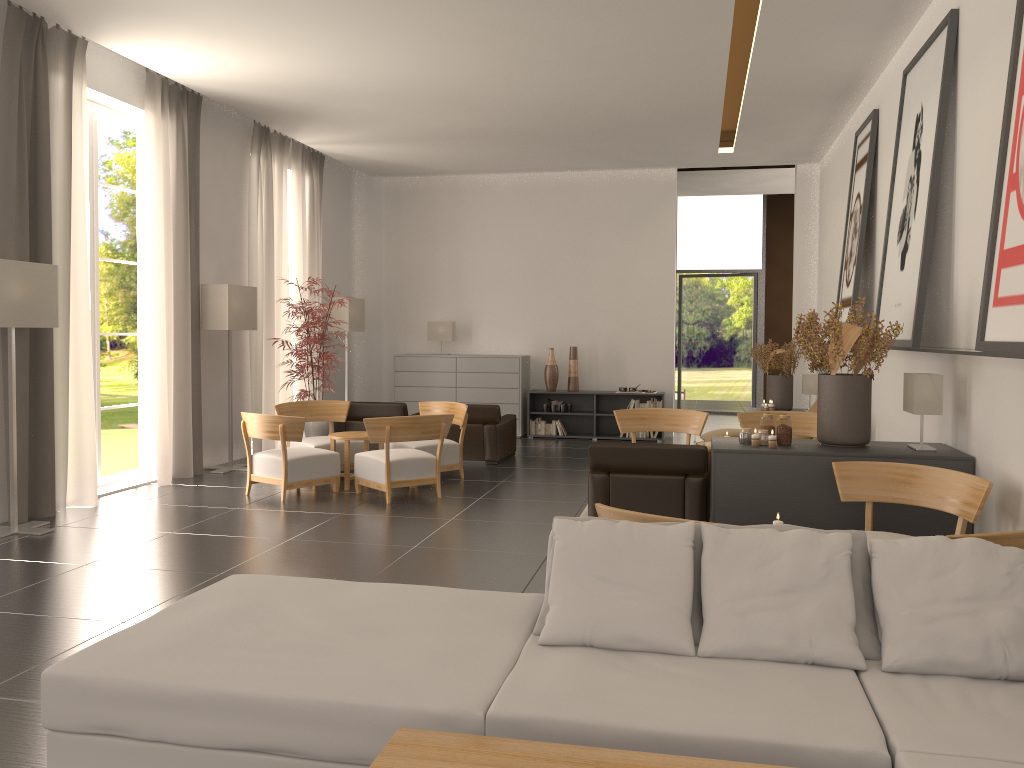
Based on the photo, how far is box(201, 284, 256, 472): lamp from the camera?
14.7m

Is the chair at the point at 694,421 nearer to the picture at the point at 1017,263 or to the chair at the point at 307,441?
the chair at the point at 307,441

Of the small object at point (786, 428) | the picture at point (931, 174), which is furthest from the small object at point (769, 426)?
the picture at point (931, 174)

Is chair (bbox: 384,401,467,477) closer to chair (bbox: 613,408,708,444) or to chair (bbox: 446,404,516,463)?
chair (bbox: 446,404,516,463)

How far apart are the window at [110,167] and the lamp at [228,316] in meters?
28.8

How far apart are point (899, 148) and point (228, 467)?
11.57m

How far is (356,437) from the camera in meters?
13.4 m

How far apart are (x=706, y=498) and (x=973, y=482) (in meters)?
3.31

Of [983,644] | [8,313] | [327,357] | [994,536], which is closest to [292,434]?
[327,357]

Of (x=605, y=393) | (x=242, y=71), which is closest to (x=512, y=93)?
(x=242, y=71)
